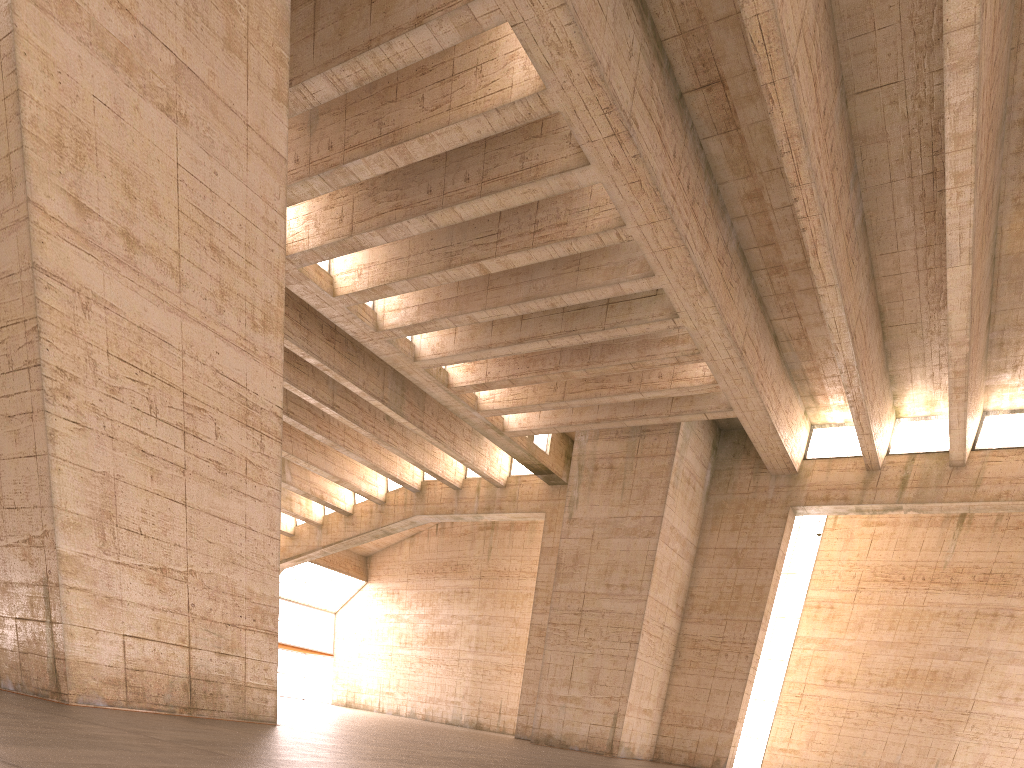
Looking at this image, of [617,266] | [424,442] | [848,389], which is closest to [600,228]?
[617,266]

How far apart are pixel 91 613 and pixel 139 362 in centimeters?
288cm

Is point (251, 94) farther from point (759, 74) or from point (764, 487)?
point (764, 487)
